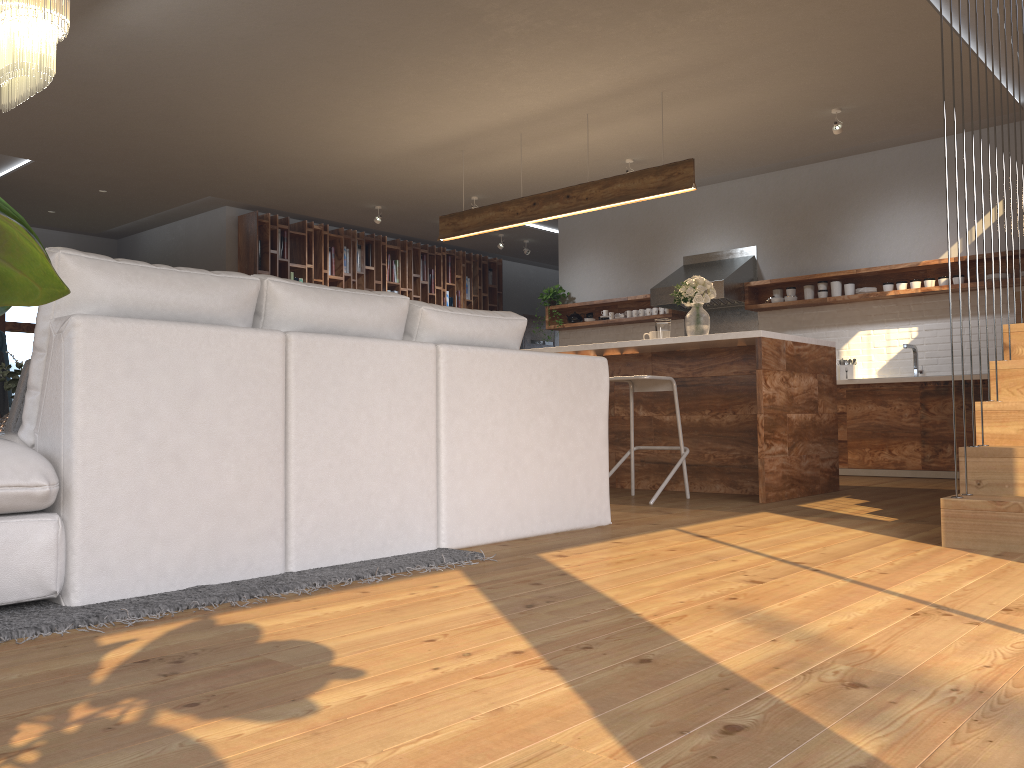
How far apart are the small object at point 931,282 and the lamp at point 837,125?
1.61m

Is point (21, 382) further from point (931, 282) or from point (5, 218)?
point (931, 282)

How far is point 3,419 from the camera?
3.80m

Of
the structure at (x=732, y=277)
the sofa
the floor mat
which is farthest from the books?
the floor mat

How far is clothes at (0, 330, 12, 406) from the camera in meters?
8.4 m

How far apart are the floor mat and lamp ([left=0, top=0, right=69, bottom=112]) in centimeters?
261cm

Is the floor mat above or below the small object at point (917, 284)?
below

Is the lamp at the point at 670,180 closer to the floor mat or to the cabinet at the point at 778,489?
the cabinet at the point at 778,489

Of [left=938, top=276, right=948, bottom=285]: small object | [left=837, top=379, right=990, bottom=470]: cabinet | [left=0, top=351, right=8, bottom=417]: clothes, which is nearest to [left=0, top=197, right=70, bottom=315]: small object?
[left=837, top=379, right=990, bottom=470]: cabinet

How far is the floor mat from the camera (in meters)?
2.07
